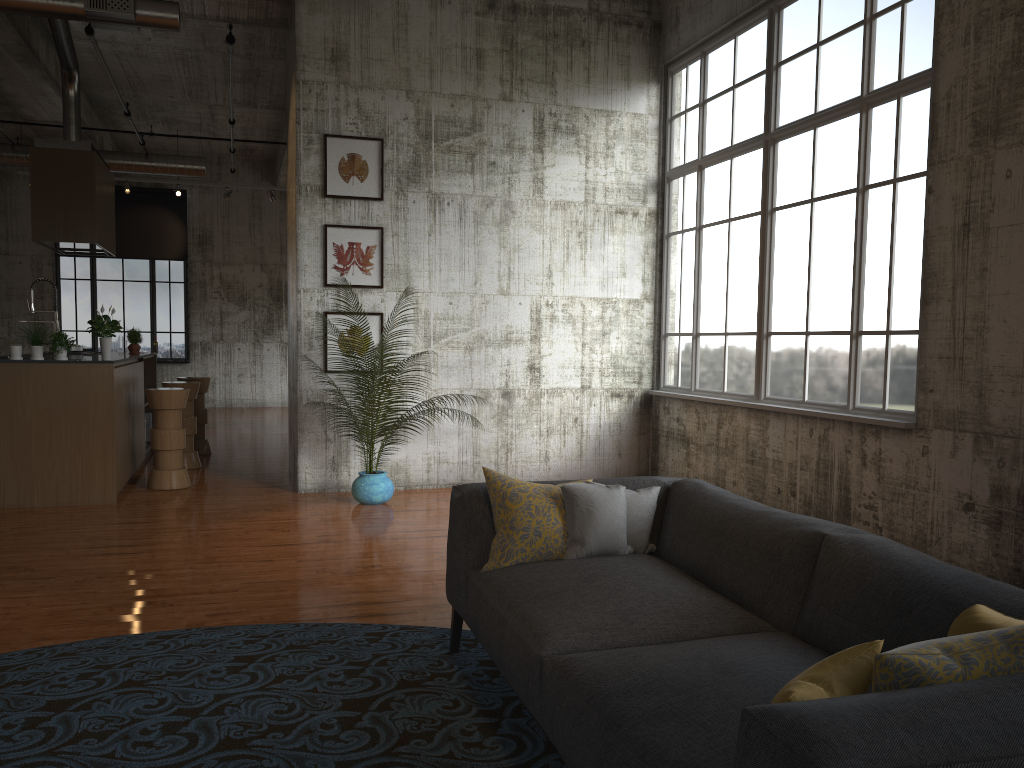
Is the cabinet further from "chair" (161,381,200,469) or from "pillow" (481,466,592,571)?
"pillow" (481,466,592,571)

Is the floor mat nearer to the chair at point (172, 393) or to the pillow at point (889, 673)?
the pillow at point (889, 673)

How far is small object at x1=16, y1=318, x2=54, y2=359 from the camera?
7.6 meters

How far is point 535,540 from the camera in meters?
3.6 m

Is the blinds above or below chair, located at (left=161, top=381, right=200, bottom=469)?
above

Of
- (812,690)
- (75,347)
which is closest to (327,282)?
(75,347)

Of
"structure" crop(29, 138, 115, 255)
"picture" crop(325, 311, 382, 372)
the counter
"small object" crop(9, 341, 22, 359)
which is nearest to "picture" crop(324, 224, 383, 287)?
"picture" crop(325, 311, 382, 372)

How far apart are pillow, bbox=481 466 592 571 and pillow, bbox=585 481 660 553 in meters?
0.3 m

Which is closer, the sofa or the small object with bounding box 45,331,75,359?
the sofa

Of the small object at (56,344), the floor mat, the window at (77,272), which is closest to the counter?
the small object at (56,344)
